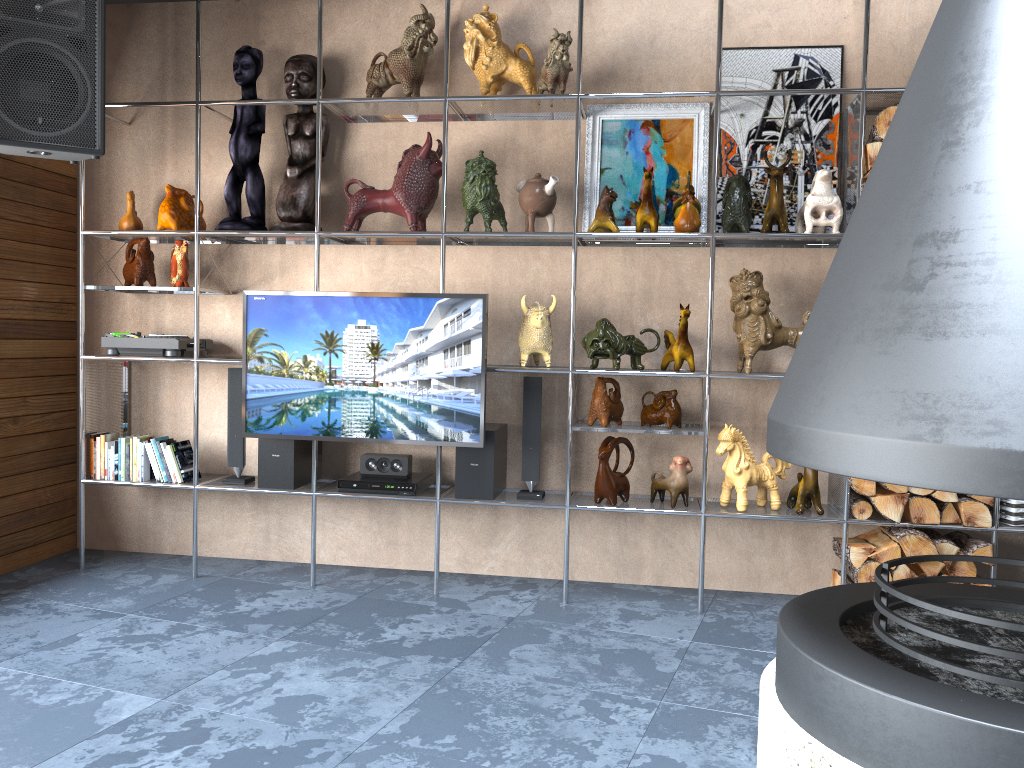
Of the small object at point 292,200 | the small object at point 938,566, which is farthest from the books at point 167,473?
the small object at point 938,566

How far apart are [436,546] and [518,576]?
0.5m

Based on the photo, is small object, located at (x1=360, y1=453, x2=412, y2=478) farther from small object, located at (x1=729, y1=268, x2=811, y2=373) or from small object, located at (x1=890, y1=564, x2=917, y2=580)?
small object, located at (x1=890, y1=564, x2=917, y2=580)

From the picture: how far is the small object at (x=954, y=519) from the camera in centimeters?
351cm

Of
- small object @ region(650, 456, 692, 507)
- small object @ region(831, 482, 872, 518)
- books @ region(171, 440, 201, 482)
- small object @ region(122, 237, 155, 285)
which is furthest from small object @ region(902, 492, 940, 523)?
small object @ region(122, 237, 155, 285)

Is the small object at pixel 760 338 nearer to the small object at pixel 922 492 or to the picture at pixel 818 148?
the picture at pixel 818 148

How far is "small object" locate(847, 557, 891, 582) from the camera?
3.5 meters

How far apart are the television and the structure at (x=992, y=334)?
1.58m

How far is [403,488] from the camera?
3.87m

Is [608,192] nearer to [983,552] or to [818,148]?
[818,148]
